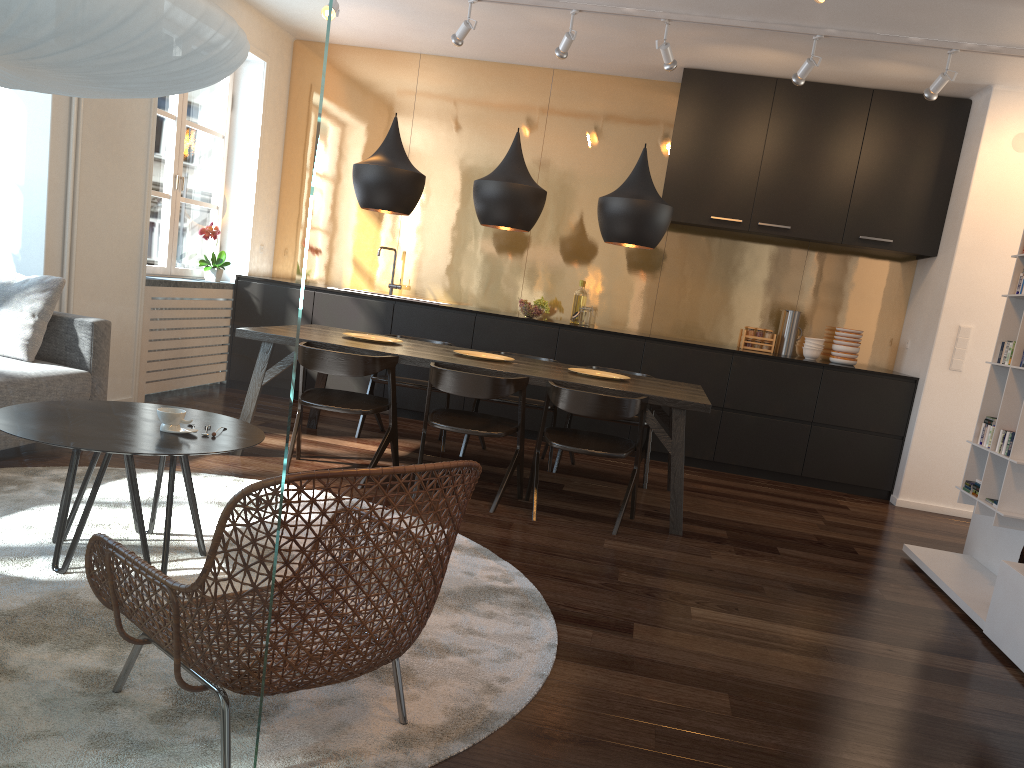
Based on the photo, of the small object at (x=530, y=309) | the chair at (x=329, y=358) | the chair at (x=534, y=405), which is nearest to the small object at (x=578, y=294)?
the small object at (x=530, y=309)

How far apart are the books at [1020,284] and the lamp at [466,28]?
3.5m

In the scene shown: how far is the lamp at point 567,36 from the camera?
5.47m

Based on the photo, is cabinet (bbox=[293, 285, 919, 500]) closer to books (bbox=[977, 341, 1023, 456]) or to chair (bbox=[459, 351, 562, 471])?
A: chair (bbox=[459, 351, 562, 471])

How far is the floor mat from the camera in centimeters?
201cm

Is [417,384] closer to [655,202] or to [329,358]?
[329,358]

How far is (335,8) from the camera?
5.5 meters

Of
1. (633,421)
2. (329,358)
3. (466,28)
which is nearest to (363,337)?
(329,358)

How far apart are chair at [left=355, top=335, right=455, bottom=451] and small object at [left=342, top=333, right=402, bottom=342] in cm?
40

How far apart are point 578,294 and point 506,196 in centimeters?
230cm
